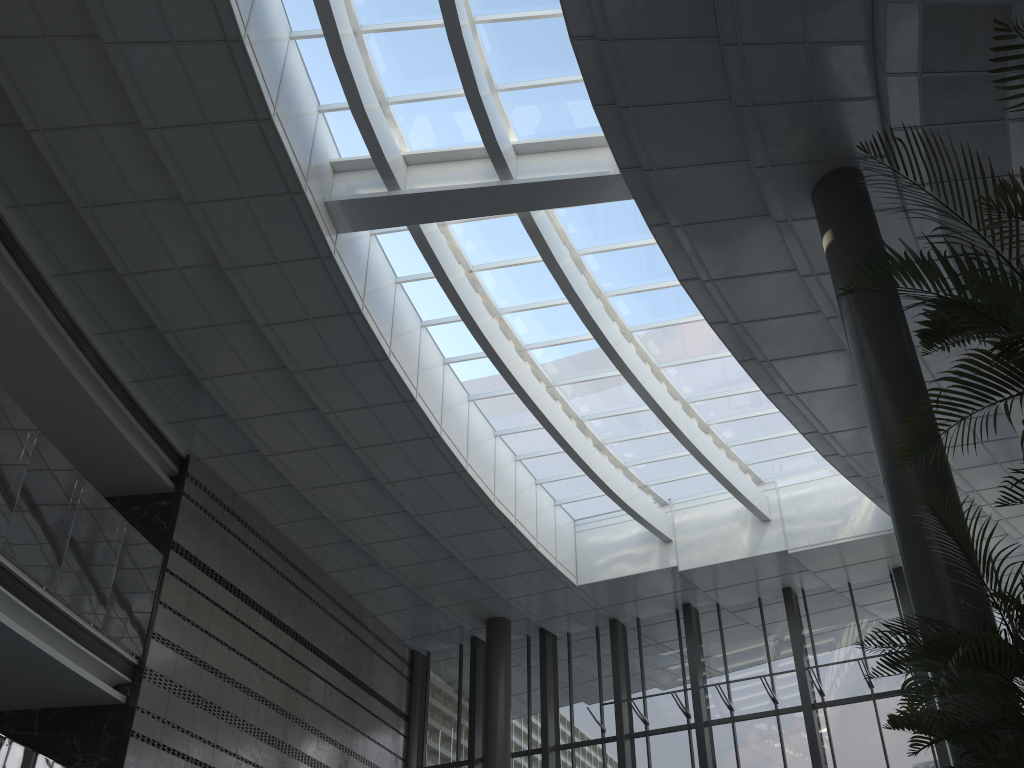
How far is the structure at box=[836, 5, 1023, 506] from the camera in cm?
276

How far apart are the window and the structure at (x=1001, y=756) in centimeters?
700cm

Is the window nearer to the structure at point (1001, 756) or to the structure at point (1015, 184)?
the structure at point (1015, 184)

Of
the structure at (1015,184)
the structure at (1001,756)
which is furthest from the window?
the structure at (1001,756)

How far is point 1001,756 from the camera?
3.29m

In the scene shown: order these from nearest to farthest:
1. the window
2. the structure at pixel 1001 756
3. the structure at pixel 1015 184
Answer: the structure at pixel 1015 184, the structure at pixel 1001 756, the window

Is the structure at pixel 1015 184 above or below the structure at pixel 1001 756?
above

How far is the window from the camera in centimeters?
982cm

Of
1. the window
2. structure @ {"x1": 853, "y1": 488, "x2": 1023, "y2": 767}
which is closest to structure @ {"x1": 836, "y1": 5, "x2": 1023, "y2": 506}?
structure @ {"x1": 853, "y1": 488, "x2": 1023, "y2": 767}

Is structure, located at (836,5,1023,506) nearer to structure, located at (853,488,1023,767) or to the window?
structure, located at (853,488,1023,767)
